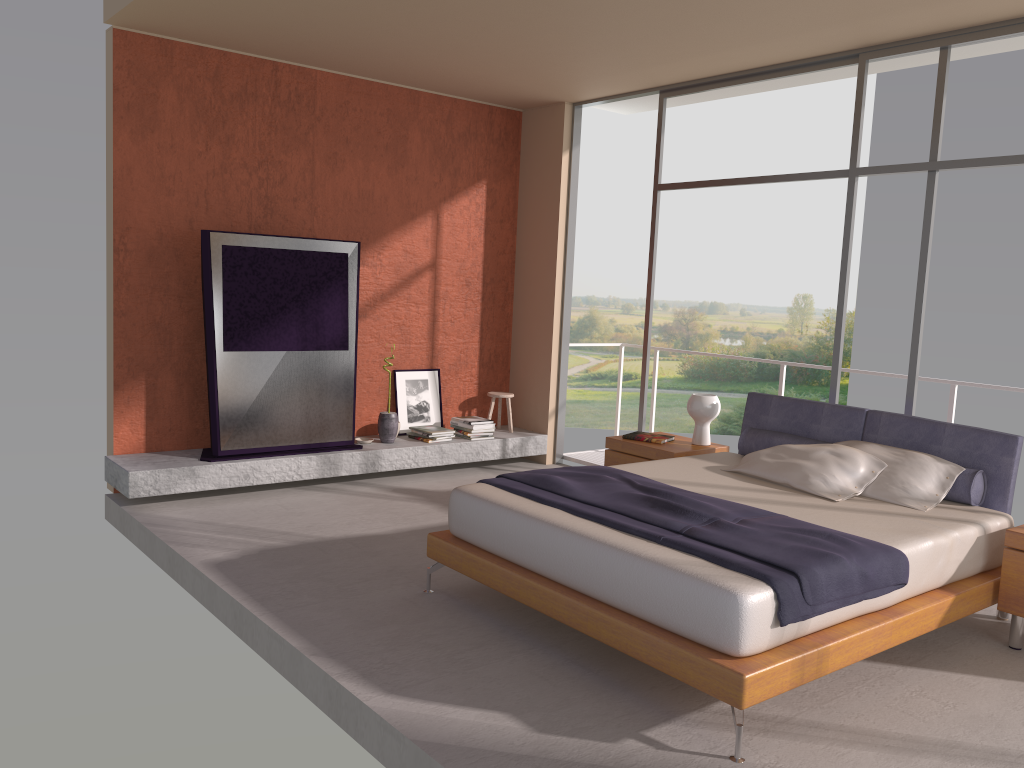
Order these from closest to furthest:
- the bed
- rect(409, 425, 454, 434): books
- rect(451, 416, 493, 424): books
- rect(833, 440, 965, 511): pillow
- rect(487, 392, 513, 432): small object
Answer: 1. the bed
2. rect(833, 440, 965, 511): pillow
3. rect(409, 425, 454, 434): books
4. rect(451, 416, 493, 424): books
5. rect(487, 392, 513, 432): small object

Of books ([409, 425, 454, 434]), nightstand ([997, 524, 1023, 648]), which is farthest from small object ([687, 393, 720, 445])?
books ([409, 425, 454, 434])

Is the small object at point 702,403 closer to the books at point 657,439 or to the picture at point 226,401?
the books at point 657,439

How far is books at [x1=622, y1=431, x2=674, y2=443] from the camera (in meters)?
6.00

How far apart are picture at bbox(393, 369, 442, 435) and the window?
1.8 meters

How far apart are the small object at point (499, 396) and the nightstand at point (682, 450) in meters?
1.9 m

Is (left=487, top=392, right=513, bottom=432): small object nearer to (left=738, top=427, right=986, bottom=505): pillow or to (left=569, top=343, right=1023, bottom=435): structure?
(left=738, top=427, right=986, bottom=505): pillow

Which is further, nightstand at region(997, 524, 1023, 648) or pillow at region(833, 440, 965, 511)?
pillow at region(833, 440, 965, 511)

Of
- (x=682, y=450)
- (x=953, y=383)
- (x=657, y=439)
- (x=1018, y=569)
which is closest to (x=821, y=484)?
(x=1018, y=569)

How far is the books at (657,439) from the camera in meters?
6.0
